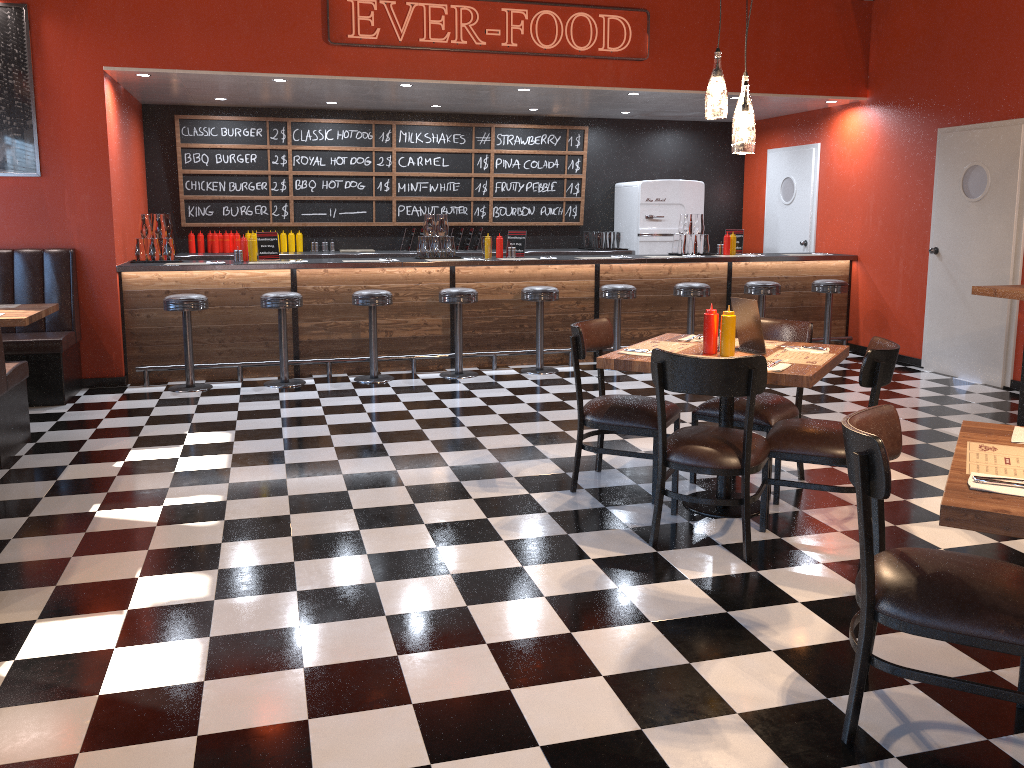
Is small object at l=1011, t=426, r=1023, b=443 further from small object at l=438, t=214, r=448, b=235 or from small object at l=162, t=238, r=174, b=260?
A: small object at l=162, t=238, r=174, b=260

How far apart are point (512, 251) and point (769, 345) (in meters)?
4.31

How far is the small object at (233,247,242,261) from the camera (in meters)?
7.72

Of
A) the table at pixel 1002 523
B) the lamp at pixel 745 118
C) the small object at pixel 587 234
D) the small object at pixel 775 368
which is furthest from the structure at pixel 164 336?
the table at pixel 1002 523

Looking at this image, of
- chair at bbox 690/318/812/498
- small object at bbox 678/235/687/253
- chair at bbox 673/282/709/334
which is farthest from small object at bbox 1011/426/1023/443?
small object at bbox 678/235/687/253

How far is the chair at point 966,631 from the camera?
2.3m

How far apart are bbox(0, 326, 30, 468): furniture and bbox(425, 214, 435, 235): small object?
3.8 meters

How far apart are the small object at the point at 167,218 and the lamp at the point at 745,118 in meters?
6.8 m

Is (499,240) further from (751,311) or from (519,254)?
(751,311)

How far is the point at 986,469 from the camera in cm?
232
